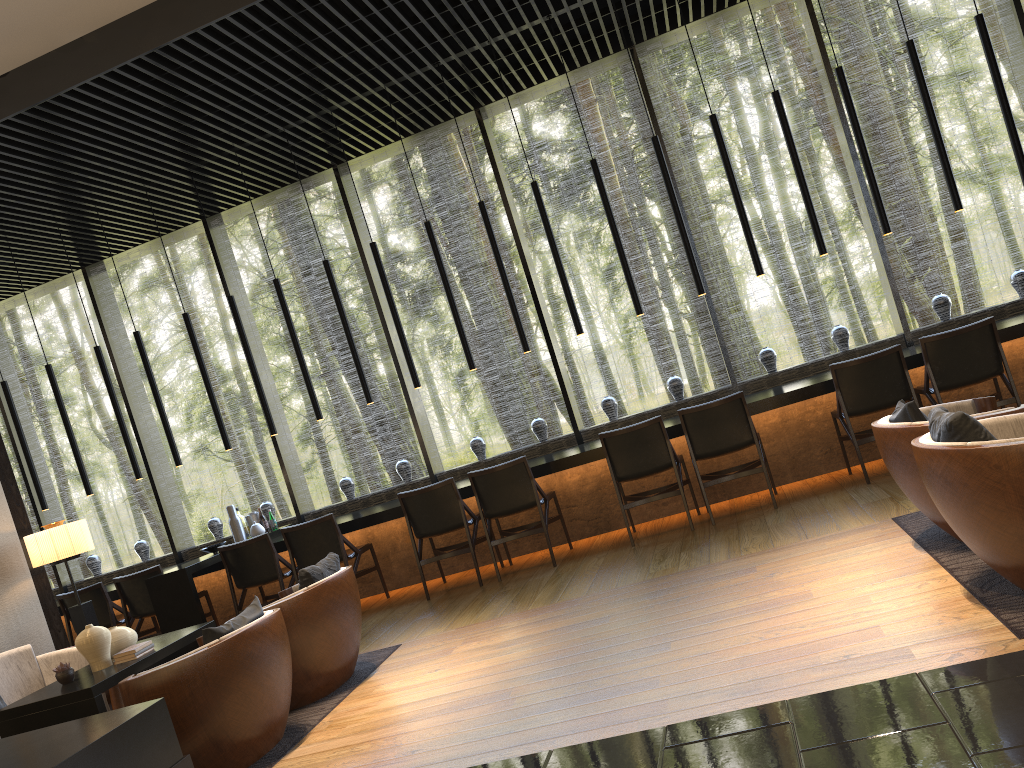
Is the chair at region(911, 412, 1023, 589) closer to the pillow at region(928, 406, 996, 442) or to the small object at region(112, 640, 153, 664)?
the pillow at region(928, 406, 996, 442)

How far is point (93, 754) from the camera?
2.9 meters

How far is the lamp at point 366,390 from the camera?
7.48m

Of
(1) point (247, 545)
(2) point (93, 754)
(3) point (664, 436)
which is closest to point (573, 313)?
(3) point (664, 436)

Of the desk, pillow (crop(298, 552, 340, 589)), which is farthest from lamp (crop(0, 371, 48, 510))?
pillow (crop(298, 552, 340, 589))

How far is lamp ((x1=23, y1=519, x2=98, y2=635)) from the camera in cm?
554

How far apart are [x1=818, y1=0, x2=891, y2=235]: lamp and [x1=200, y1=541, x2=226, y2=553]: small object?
5.9 meters

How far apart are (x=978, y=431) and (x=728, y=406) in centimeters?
303cm

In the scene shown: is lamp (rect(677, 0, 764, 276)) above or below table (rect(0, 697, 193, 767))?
above

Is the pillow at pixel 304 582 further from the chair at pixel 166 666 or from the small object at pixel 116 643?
the small object at pixel 116 643
